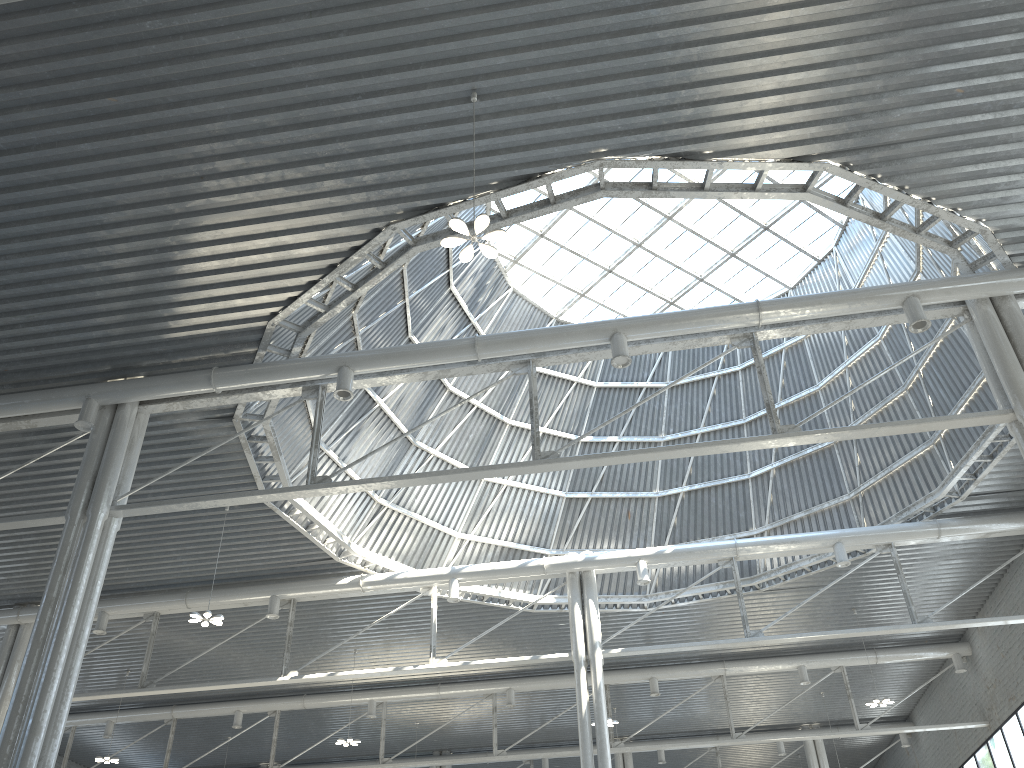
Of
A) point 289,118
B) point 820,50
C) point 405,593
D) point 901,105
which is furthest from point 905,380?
point 289,118
